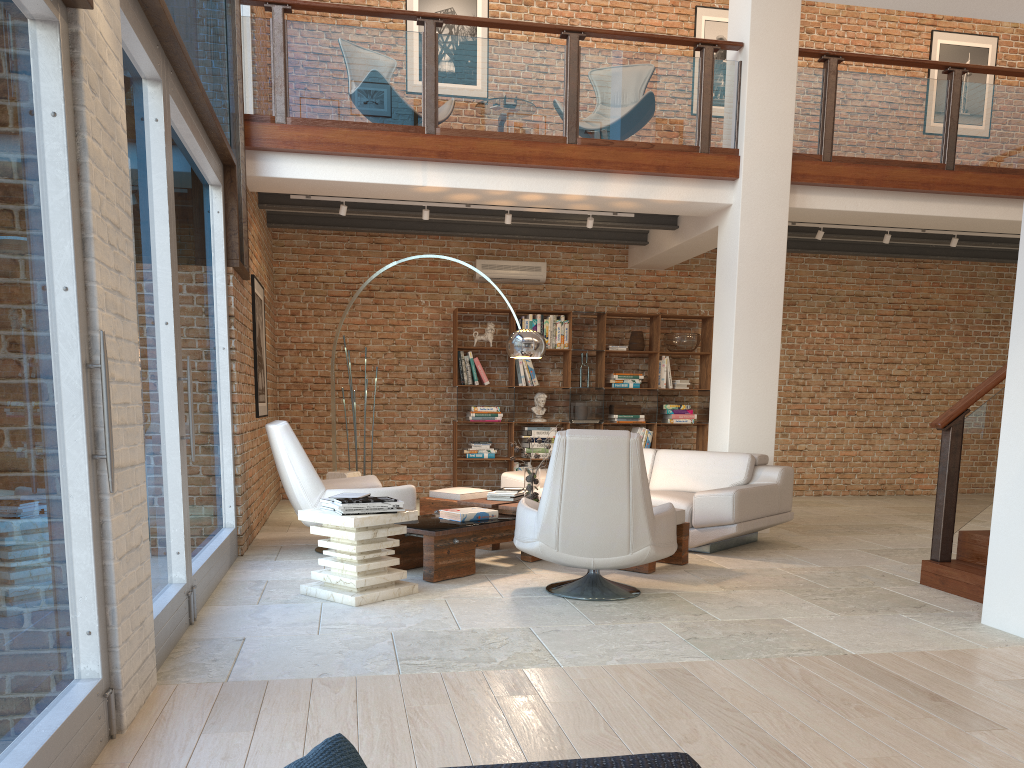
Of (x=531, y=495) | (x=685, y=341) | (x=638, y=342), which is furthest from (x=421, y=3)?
(x=531, y=495)

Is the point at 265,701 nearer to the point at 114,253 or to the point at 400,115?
the point at 114,253

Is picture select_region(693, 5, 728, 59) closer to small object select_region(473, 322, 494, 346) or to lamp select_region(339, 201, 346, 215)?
small object select_region(473, 322, 494, 346)

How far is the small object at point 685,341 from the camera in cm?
1043

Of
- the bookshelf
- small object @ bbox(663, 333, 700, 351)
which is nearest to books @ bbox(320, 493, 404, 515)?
the bookshelf

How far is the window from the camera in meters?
2.3

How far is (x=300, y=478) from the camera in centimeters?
618cm

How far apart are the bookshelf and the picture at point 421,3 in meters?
3.4 m

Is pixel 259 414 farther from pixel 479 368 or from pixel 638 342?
pixel 638 342

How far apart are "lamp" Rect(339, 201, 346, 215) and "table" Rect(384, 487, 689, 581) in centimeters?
271cm
